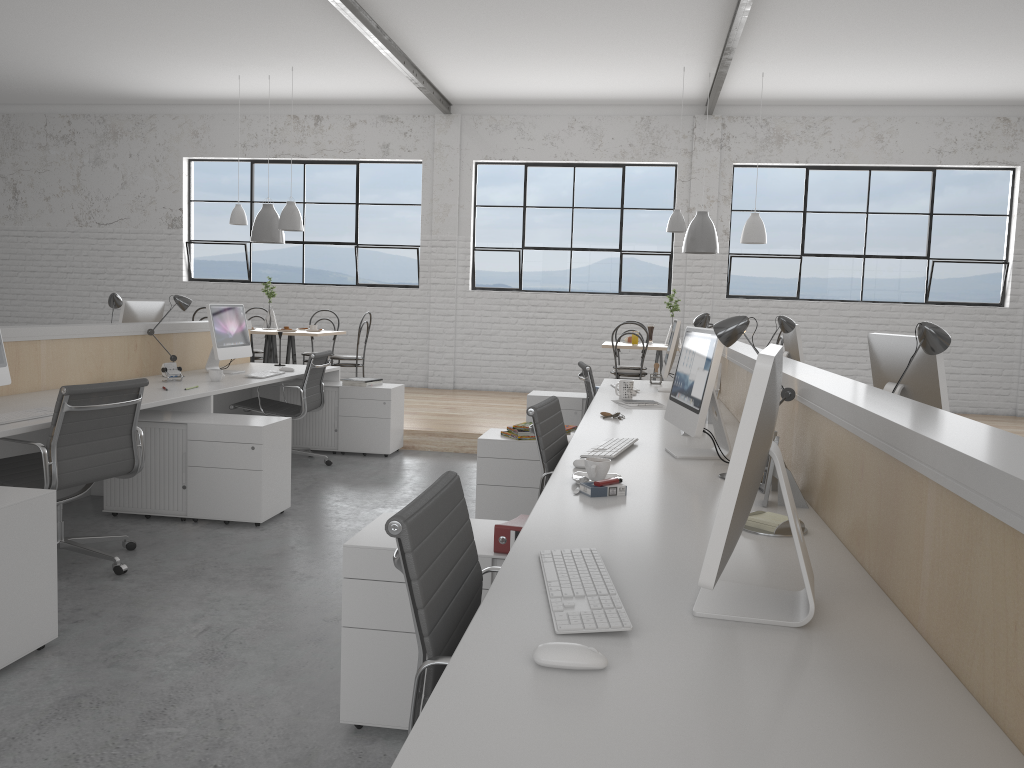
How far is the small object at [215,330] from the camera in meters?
4.6 m

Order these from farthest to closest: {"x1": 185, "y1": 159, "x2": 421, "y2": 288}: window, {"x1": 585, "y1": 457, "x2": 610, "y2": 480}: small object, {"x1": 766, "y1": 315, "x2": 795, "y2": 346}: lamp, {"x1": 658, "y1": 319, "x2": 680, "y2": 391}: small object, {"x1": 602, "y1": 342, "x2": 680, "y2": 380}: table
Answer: {"x1": 185, "y1": 159, "x2": 421, "y2": 288}: window, {"x1": 602, "y1": 342, "x2": 680, "y2": 380}: table, {"x1": 658, "y1": 319, "x2": 680, "y2": 391}: small object, {"x1": 766, "y1": 315, "x2": 795, "y2": 346}: lamp, {"x1": 585, "y1": 457, "x2": 610, "y2": 480}: small object

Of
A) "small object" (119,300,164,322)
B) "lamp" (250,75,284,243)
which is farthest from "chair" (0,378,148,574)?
"lamp" (250,75,284,243)

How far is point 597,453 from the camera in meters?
2.5 m

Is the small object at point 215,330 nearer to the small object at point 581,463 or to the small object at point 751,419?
the small object at point 581,463

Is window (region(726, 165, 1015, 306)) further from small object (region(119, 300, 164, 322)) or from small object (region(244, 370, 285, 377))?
small object (region(119, 300, 164, 322))

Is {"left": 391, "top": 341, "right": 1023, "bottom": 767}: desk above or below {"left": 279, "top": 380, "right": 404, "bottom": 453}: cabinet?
above

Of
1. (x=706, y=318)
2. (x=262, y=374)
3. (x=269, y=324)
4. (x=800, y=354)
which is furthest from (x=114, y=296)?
(x=800, y=354)

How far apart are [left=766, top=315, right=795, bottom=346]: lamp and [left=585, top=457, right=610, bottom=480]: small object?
2.2 meters

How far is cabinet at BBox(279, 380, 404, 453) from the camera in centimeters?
513cm
